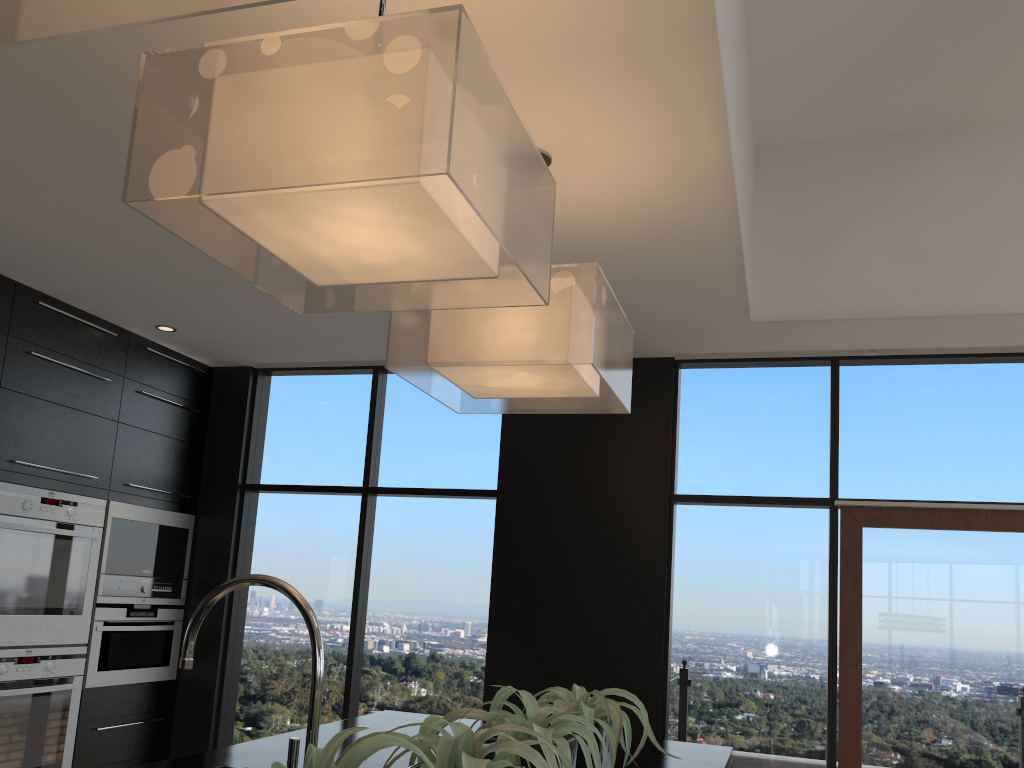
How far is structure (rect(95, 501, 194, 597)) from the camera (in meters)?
4.42

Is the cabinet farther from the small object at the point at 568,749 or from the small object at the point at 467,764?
the small object at the point at 467,764

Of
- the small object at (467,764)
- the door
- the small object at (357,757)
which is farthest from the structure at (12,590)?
the door

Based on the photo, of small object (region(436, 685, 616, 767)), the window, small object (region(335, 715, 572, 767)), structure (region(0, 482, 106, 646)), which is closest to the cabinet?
structure (region(0, 482, 106, 646))

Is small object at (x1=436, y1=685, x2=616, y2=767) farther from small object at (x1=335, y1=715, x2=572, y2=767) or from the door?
the door

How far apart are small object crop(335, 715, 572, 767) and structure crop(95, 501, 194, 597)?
3.5m

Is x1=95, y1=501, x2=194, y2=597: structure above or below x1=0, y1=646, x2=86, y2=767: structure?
above

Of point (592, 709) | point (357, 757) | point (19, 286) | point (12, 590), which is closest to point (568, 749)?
point (592, 709)

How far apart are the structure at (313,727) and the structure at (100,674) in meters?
3.2

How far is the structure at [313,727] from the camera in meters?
1.4 m
